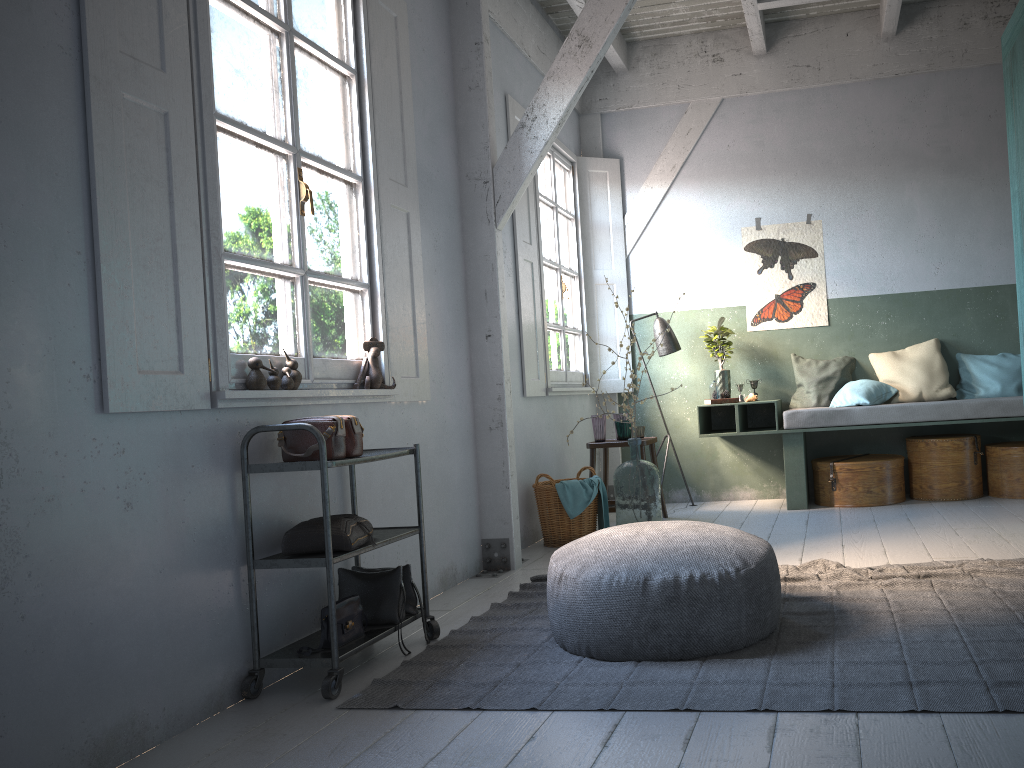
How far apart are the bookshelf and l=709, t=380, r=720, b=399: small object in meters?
2.4

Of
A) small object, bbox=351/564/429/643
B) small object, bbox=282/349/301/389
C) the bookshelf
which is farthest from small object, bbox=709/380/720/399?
small object, bbox=282/349/301/389

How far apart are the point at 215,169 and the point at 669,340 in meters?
5.0

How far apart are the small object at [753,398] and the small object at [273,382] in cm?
483

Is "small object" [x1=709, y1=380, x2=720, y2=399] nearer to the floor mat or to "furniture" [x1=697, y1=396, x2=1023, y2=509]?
"furniture" [x1=697, y1=396, x2=1023, y2=509]

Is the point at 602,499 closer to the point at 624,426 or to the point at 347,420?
the point at 624,426

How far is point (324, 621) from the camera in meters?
3.5

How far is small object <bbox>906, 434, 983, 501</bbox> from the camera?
6.8m

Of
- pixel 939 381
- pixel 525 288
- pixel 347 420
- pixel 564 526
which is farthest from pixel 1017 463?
pixel 347 420

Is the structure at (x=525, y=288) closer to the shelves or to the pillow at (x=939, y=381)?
the pillow at (x=939, y=381)
